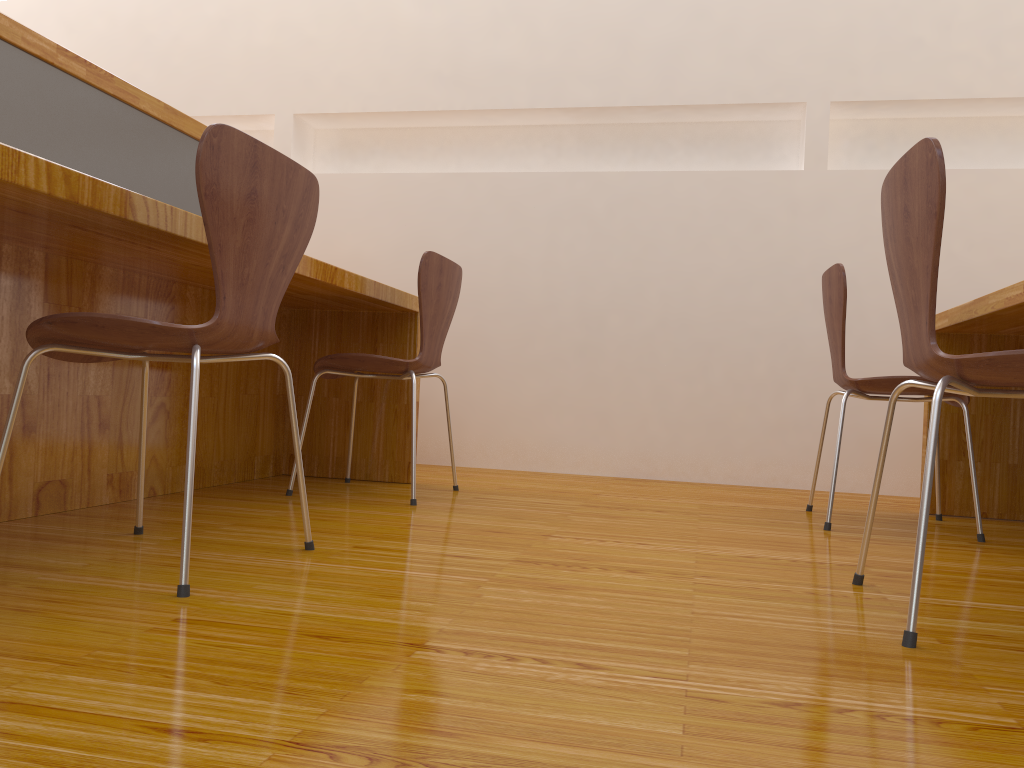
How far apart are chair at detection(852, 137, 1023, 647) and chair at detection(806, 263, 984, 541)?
0.7m

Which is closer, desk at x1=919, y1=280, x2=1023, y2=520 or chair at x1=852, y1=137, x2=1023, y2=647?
chair at x1=852, y1=137, x2=1023, y2=647

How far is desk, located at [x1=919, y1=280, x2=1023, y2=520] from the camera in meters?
2.3 m

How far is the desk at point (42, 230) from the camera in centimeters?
158cm

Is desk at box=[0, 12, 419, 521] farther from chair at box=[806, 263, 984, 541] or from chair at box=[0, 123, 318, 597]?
chair at box=[806, 263, 984, 541]

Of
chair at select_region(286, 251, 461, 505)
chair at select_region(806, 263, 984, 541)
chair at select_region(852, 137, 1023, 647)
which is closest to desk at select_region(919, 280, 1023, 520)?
chair at select_region(806, 263, 984, 541)

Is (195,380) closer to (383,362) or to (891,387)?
(383,362)

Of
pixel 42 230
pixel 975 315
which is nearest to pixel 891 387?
pixel 975 315

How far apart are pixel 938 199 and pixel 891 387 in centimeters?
118cm

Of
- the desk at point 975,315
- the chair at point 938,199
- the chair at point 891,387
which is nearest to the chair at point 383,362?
the chair at point 891,387
